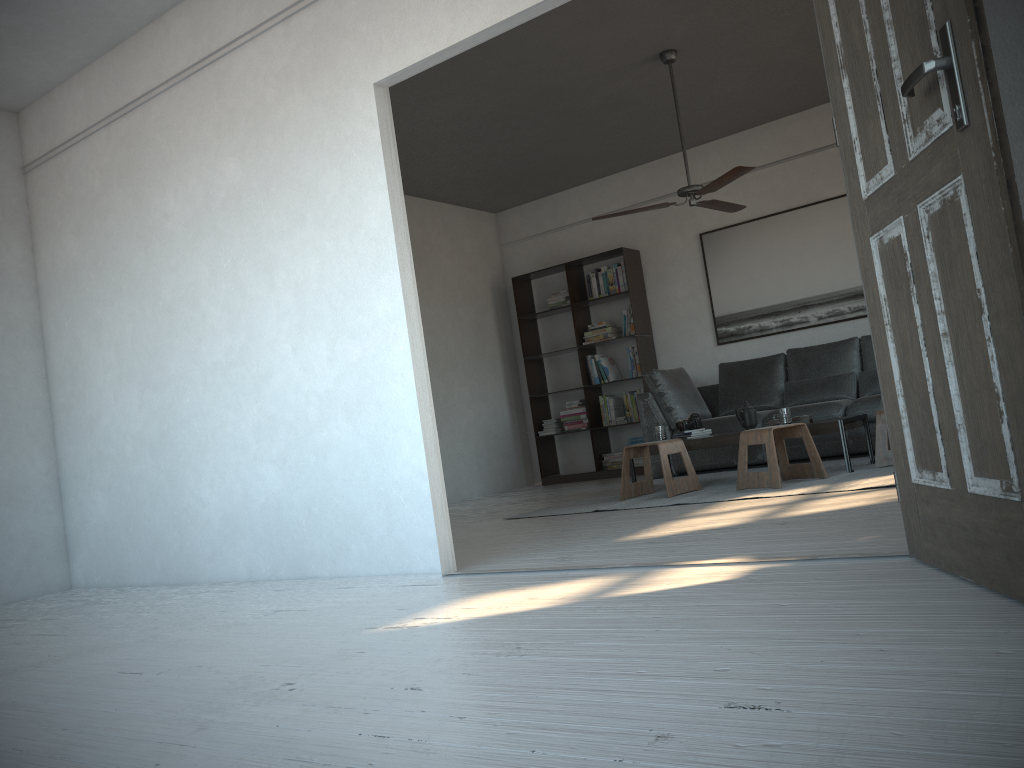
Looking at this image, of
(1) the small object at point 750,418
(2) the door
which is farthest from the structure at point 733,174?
(2) the door

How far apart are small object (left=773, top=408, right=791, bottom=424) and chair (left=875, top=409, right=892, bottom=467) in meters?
0.5

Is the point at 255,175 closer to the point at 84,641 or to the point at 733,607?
the point at 84,641

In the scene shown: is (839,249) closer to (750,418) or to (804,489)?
(750,418)

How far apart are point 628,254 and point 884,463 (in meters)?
3.59

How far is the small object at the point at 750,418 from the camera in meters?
5.8

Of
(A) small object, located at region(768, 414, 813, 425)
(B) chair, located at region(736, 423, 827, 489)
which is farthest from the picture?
(B) chair, located at region(736, 423, 827, 489)

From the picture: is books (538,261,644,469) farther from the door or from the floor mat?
the door

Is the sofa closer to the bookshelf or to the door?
the bookshelf

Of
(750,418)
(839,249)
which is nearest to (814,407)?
(750,418)
